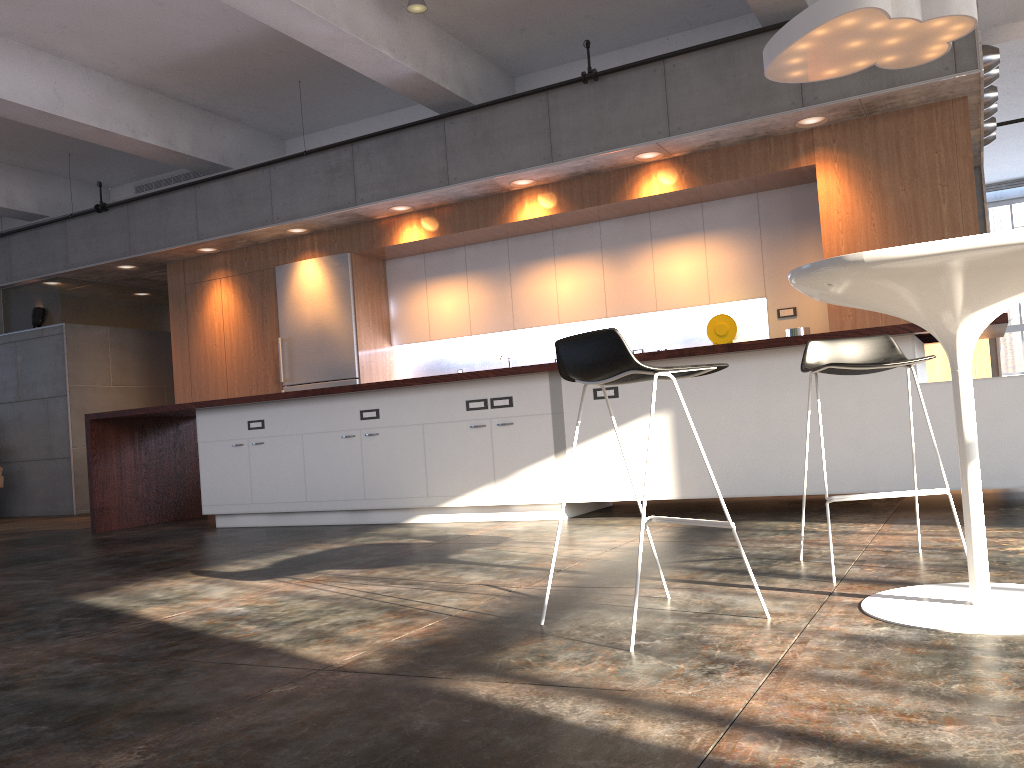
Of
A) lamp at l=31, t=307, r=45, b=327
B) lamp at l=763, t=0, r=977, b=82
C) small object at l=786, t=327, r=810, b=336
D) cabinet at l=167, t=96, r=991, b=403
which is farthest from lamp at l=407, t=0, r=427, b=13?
lamp at l=31, t=307, r=45, b=327

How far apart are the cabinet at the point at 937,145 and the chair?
3.5m

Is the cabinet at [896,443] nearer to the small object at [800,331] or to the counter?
the counter

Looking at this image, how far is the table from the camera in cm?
208

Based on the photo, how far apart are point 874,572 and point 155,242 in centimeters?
845cm

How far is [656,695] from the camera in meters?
1.8

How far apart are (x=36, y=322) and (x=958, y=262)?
10.6m

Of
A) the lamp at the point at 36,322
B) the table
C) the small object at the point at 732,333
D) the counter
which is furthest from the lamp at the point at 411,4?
the lamp at the point at 36,322

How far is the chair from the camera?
2.90m

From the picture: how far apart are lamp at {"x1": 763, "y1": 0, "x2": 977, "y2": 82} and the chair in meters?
2.3
